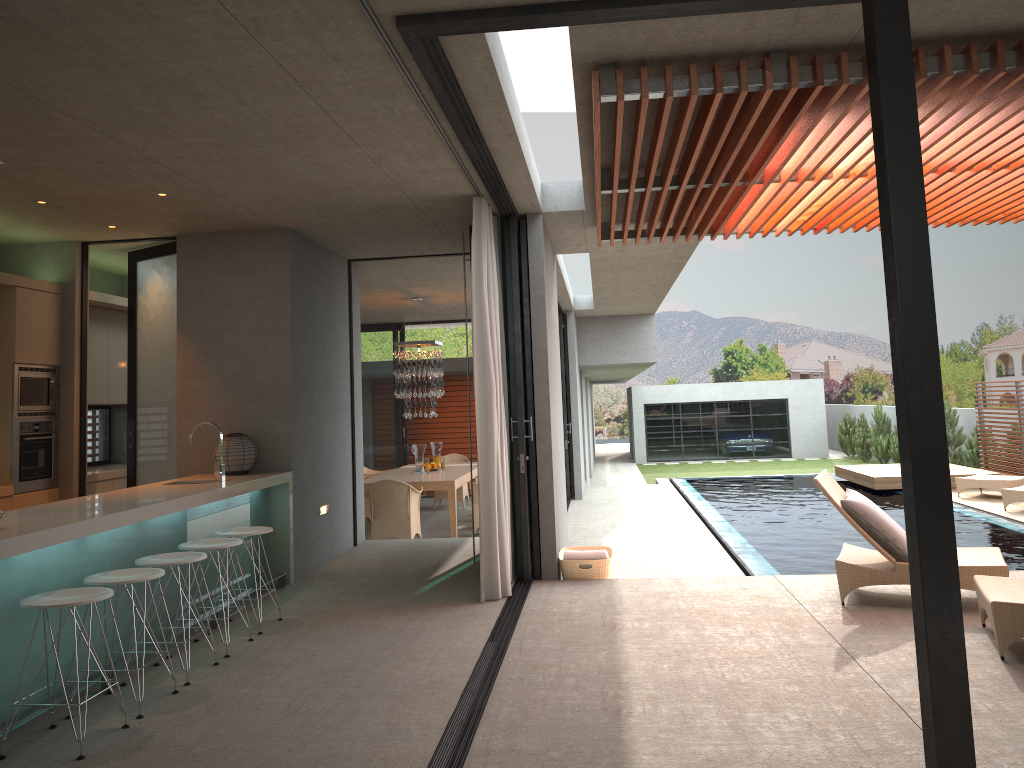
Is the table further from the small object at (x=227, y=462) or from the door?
the small object at (x=227, y=462)

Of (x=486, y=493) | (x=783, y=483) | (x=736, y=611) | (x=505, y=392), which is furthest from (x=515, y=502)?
(x=783, y=483)

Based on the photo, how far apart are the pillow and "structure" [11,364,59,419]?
6.32m

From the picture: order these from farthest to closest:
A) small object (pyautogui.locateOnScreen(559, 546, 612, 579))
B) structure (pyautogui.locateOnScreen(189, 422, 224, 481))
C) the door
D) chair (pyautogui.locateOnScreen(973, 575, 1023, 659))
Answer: the door
small object (pyautogui.locateOnScreen(559, 546, 612, 579))
structure (pyautogui.locateOnScreen(189, 422, 224, 481))
chair (pyautogui.locateOnScreen(973, 575, 1023, 659))

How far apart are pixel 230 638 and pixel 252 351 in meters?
2.6

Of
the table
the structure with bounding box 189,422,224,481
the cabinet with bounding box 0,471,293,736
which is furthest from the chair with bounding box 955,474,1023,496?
the structure with bounding box 189,422,224,481

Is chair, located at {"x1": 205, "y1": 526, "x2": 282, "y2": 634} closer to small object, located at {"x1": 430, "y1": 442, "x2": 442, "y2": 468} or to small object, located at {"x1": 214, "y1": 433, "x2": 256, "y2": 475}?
small object, located at {"x1": 214, "y1": 433, "x2": 256, "y2": 475}

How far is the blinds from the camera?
6.4m

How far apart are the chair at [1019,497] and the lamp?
7.87m

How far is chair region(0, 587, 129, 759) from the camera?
3.8 meters
